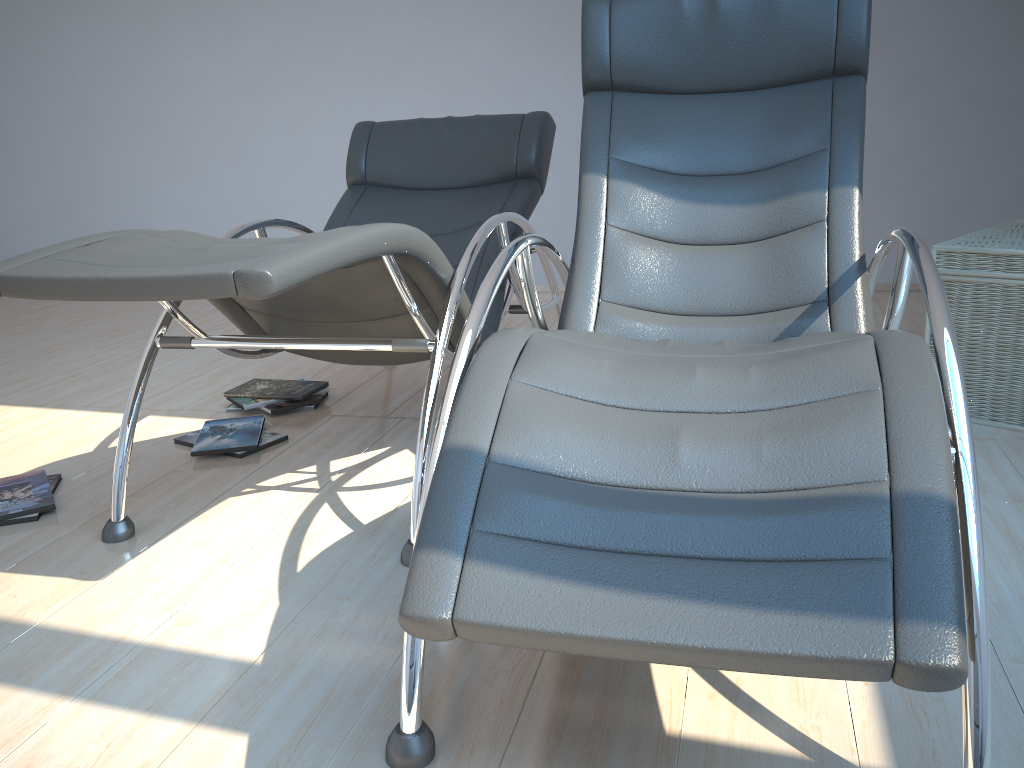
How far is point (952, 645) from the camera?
0.91m

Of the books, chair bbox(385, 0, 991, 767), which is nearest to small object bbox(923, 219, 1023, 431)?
chair bbox(385, 0, 991, 767)

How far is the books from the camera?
2.3m

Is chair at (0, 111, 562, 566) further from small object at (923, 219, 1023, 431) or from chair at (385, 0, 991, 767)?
small object at (923, 219, 1023, 431)

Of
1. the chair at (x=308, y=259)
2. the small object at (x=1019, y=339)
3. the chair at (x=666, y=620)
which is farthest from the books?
the small object at (x=1019, y=339)

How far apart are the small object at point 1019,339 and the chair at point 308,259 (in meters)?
1.19

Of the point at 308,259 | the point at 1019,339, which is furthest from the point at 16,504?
the point at 1019,339

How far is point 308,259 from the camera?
1.5 meters

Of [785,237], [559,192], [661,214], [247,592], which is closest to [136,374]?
[247,592]

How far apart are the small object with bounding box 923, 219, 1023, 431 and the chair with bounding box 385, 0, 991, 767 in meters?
0.5 m
